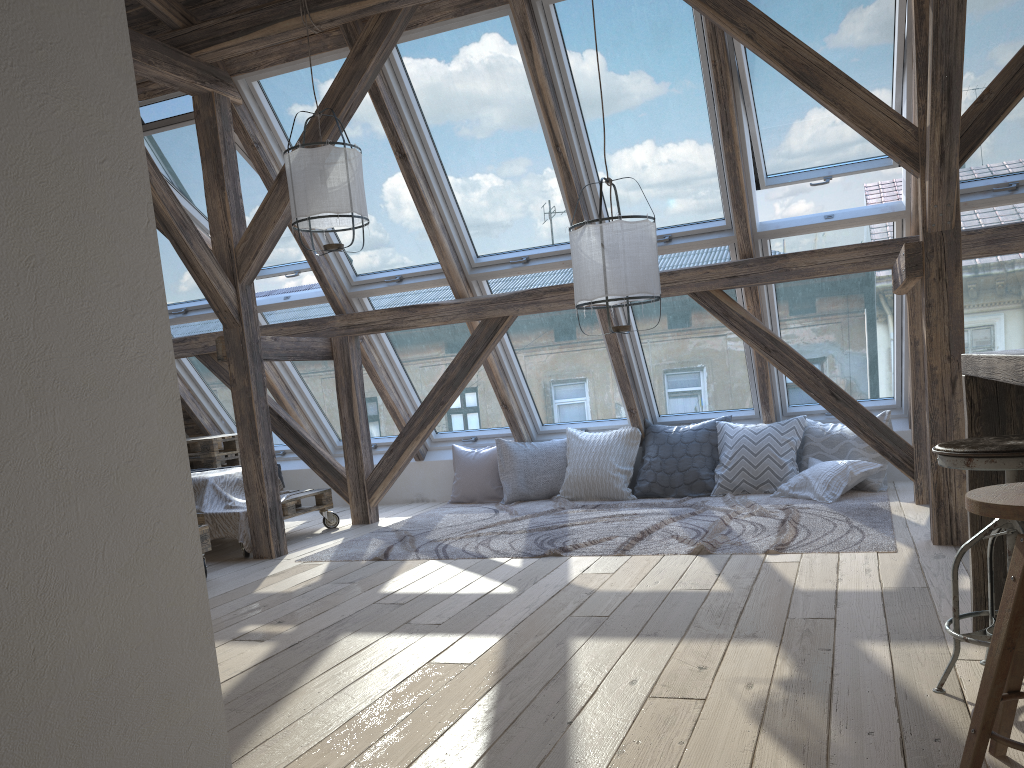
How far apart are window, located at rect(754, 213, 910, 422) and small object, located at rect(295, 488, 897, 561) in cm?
74

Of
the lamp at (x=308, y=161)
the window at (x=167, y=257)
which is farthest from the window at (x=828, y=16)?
the window at (x=167, y=257)

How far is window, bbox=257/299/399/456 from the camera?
6.6 meters

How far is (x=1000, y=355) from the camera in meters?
2.0 m

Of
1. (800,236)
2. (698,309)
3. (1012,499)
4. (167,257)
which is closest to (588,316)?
(698,309)

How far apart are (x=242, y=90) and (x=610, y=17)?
2.3m

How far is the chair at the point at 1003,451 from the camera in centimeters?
202cm

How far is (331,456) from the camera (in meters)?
6.38

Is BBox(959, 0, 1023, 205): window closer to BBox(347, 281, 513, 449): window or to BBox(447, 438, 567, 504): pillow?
BBox(447, 438, 567, 504): pillow

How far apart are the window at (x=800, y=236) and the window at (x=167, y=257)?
4.0 meters
